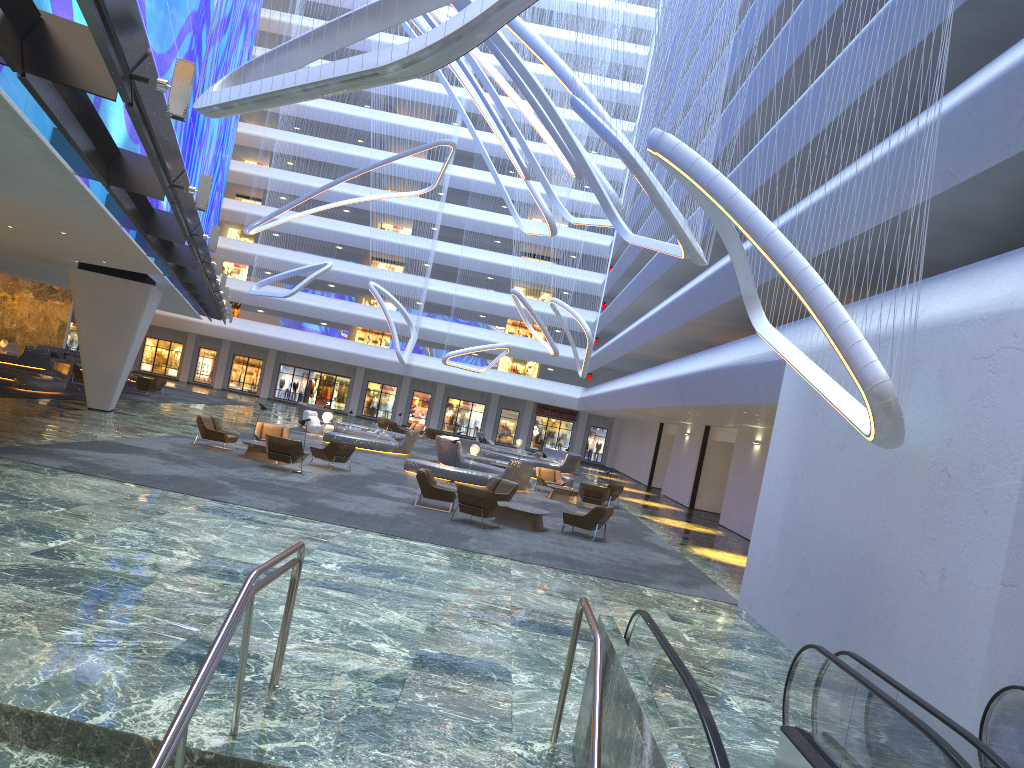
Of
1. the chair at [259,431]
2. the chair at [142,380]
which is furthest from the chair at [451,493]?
the chair at [142,380]

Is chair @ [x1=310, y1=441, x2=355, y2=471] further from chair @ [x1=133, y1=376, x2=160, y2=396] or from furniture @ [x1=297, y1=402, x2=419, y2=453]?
chair @ [x1=133, y1=376, x2=160, y2=396]

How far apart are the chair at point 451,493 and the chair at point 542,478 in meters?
9.6

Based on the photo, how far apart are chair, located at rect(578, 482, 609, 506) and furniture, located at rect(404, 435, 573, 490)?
2.02m

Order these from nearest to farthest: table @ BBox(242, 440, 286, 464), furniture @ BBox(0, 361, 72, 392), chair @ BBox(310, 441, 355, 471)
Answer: table @ BBox(242, 440, 286, 464), chair @ BBox(310, 441, 355, 471), furniture @ BBox(0, 361, 72, 392)

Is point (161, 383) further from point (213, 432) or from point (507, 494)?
point (507, 494)

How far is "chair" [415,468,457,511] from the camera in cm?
1872

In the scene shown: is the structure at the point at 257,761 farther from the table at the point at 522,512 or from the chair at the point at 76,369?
the chair at the point at 76,369

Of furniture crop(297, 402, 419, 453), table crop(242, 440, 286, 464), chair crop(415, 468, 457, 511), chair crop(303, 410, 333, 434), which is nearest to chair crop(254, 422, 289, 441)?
table crop(242, 440, 286, 464)

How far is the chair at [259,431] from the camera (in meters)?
23.83
